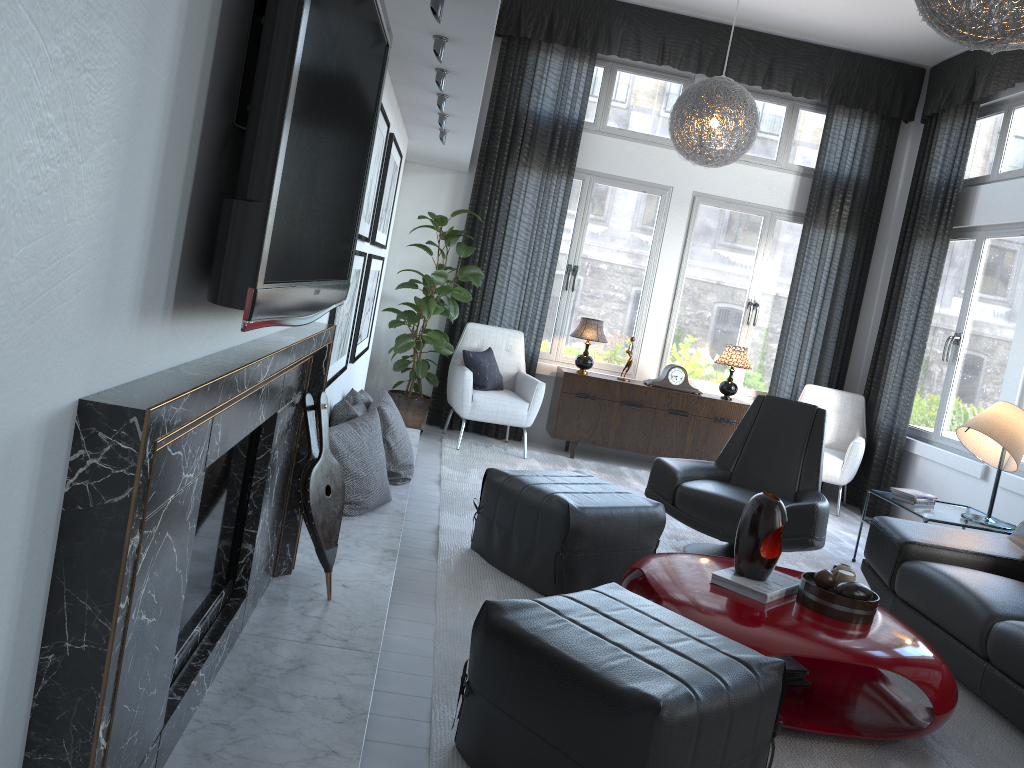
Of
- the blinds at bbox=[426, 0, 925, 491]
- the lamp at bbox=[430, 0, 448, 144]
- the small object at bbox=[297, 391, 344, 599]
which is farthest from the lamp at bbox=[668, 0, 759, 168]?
the small object at bbox=[297, 391, 344, 599]

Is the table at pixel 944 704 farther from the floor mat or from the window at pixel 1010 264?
the window at pixel 1010 264

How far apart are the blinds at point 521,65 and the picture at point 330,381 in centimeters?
270cm

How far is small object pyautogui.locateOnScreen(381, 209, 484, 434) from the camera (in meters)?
5.74

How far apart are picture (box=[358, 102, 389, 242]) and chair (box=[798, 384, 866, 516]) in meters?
3.8

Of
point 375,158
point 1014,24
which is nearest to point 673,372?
point 375,158

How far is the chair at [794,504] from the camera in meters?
3.9

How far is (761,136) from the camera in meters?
6.7

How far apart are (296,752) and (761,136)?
5.99m

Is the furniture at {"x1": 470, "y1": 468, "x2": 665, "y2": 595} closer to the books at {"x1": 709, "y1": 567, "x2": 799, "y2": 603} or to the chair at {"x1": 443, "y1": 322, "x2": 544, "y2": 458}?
the books at {"x1": 709, "y1": 567, "x2": 799, "y2": 603}
